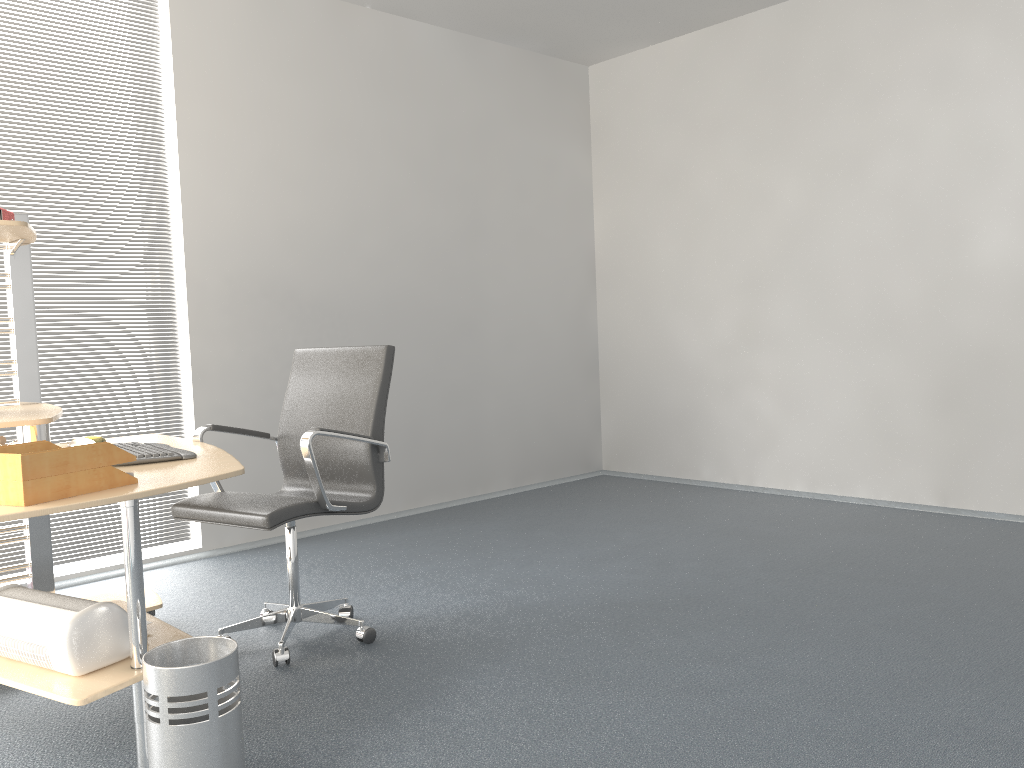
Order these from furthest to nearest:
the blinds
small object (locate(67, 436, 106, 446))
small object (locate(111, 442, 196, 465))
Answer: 1. the blinds
2. small object (locate(67, 436, 106, 446))
3. small object (locate(111, 442, 196, 465))

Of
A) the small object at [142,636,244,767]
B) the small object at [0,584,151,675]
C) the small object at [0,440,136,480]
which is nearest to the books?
the small object at [0,440,136,480]

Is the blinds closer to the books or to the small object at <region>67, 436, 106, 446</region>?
the small object at <region>67, 436, 106, 446</region>

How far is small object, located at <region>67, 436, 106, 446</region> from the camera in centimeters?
317cm

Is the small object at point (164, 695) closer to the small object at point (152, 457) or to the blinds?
the small object at point (152, 457)

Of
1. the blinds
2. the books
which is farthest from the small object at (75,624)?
the blinds

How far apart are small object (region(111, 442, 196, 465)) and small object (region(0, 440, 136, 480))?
0.32m

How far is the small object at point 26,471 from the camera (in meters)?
1.96

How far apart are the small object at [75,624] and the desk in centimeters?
1cm

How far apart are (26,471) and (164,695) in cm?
58
